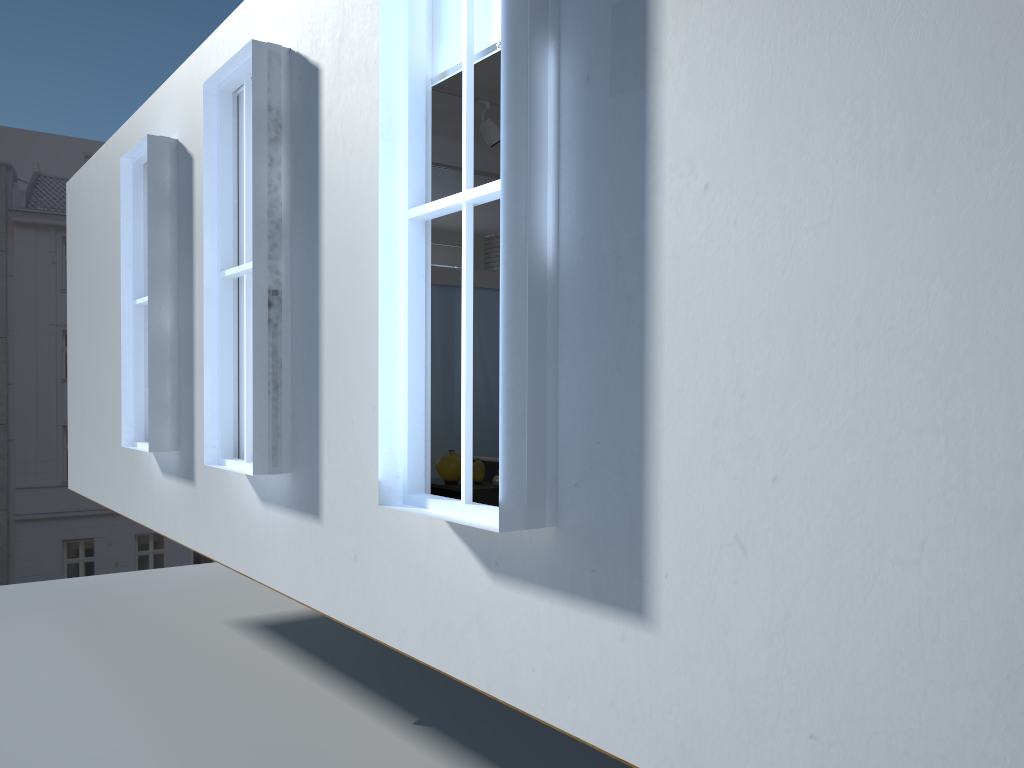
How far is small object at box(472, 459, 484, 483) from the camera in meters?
5.6 m

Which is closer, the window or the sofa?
the window

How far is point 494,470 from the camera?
5.8 meters

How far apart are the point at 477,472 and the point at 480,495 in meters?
0.3 m

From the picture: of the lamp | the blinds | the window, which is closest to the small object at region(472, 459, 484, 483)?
the lamp

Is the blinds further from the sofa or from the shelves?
the sofa

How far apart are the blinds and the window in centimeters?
6cm

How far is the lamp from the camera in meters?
6.0 m

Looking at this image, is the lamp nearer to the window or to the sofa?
the sofa

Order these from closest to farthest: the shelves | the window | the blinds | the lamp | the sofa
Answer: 1. the window
2. the blinds
3. the shelves
4. the sofa
5. the lamp
